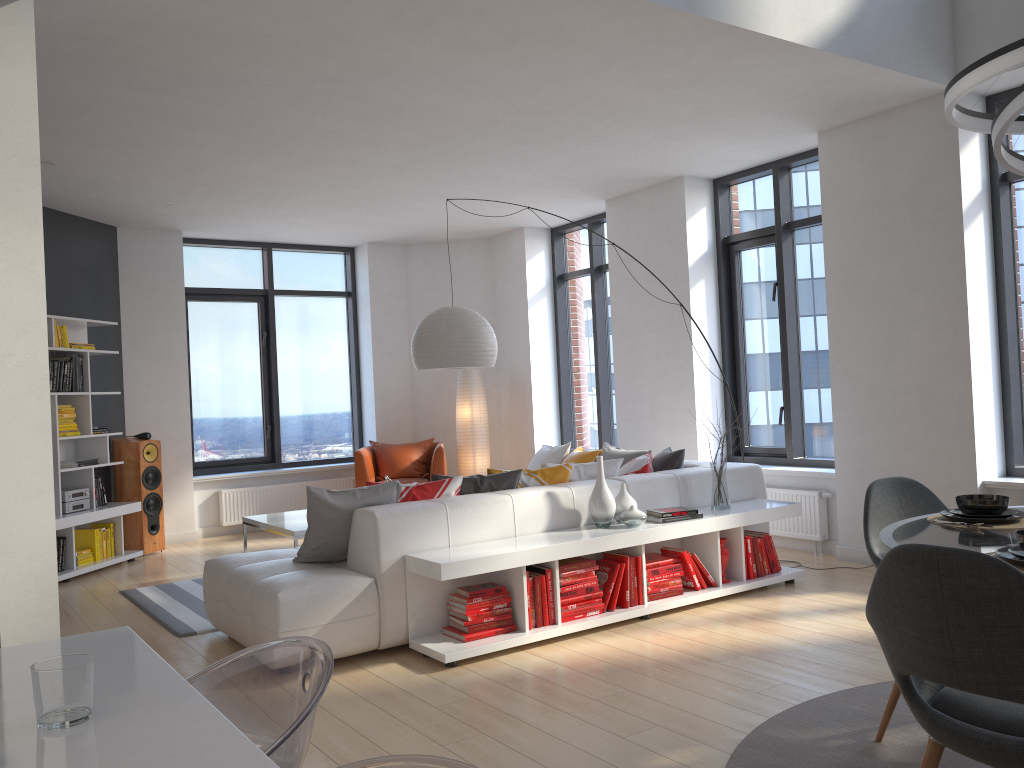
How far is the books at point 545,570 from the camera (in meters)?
4.52

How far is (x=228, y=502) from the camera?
8.8 meters

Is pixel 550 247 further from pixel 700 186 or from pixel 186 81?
pixel 186 81

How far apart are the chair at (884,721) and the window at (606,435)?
5.6 meters

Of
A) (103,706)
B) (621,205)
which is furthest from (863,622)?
(621,205)

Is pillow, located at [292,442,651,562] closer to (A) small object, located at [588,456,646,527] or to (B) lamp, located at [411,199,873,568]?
(A) small object, located at [588,456,646,527]

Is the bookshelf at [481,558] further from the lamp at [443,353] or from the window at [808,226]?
the lamp at [443,353]

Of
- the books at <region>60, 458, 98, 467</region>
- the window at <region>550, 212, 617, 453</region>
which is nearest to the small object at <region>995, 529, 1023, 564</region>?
the window at <region>550, 212, 617, 453</region>

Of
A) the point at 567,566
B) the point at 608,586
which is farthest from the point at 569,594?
the point at 608,586

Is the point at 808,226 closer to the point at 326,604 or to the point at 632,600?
the point at 632,600
